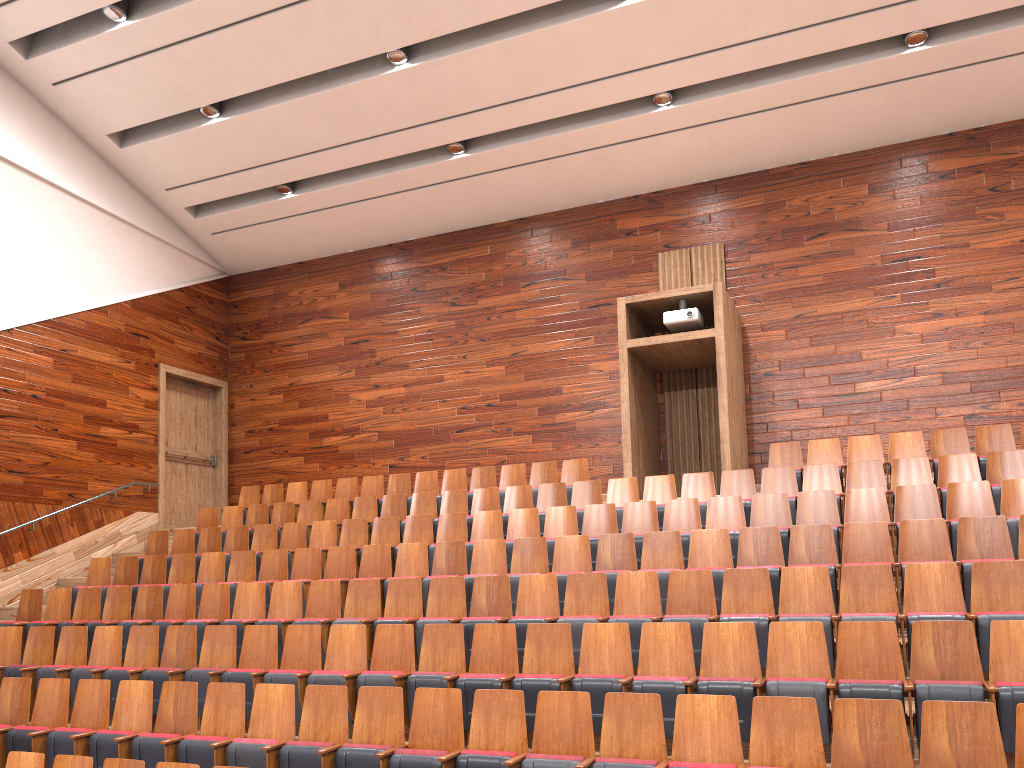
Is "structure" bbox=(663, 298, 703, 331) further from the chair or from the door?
the door

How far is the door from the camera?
1.3 meters

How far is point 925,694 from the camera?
0.45m

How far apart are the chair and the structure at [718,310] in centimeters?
4cm

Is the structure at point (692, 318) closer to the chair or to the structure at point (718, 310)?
the structure at point (718, 310)

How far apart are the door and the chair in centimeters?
15cm

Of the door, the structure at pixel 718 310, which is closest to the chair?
the structure at pixel 718 310

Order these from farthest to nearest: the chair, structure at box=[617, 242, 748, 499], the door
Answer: the door → structure at box=[617, 242, 748, 499] → the chair

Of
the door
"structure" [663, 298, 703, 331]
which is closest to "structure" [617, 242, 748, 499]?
"structure" [663, 298, 703, 331]

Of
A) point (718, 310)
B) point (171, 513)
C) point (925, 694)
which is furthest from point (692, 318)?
point (171, 513)
